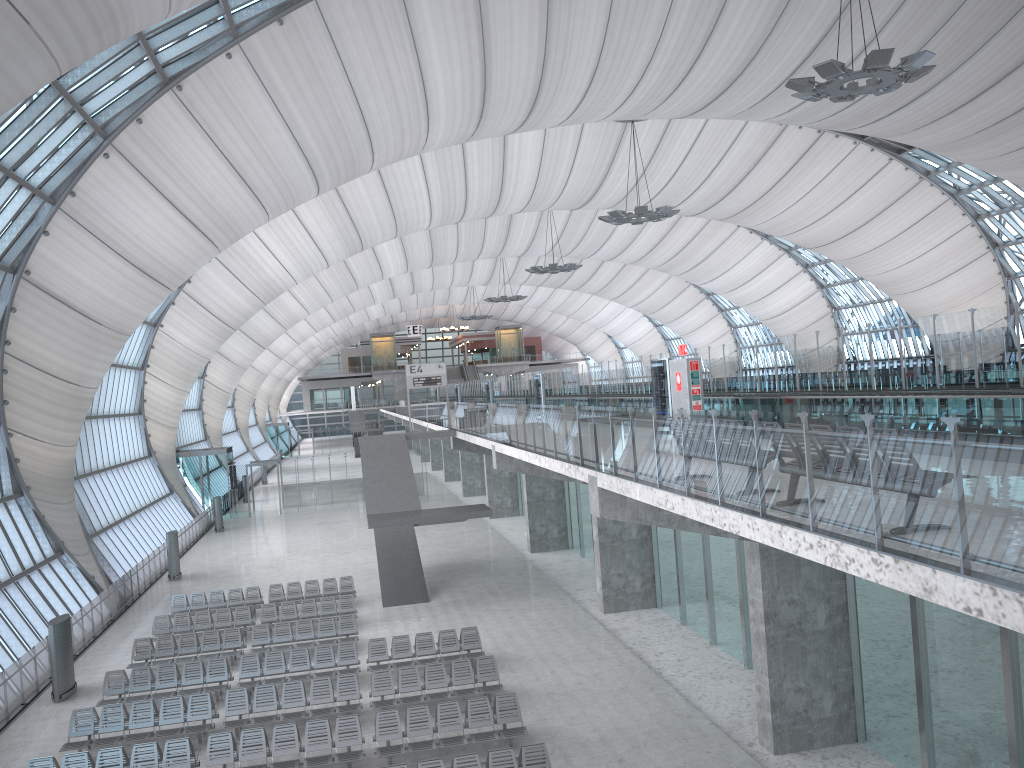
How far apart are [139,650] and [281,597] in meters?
5.8

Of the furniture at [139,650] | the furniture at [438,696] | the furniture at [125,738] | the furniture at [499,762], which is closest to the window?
the furniture at [139,650]

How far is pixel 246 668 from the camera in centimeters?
1974cm

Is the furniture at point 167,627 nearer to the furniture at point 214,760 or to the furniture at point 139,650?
the furniture at point 139,650

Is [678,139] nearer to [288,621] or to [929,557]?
[288,621]

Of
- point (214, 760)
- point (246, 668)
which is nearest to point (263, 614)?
point (246, 668)

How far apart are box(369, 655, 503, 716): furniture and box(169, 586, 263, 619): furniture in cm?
953

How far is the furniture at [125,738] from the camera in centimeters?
1659cm

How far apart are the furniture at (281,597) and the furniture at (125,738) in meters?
9.2 m

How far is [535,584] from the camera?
28.7 meters
